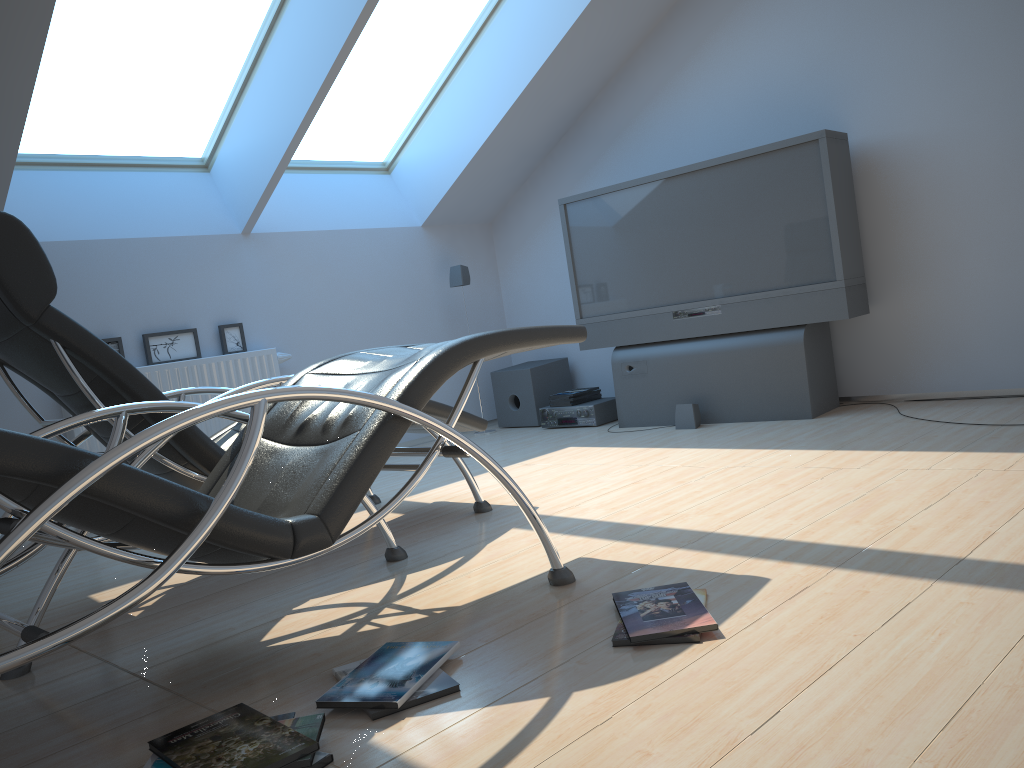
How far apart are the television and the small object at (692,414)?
0.10m

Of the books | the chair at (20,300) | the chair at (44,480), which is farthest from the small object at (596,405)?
the chair at (44,480)

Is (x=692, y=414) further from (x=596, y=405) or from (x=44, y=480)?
(x=44, y=480)

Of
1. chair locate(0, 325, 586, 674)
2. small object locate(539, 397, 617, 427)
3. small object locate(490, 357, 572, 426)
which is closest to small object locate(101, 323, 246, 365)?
small object locate(490, 357, 572, 426)

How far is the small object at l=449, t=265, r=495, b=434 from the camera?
6.1m

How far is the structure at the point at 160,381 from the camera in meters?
4.8 m

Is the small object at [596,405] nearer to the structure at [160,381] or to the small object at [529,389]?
the small object at [529,389]

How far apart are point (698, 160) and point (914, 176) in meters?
1.3 m

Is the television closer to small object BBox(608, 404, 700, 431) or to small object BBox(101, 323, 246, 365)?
small object BBox(608, 404, 700, 431)

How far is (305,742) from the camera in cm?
155
